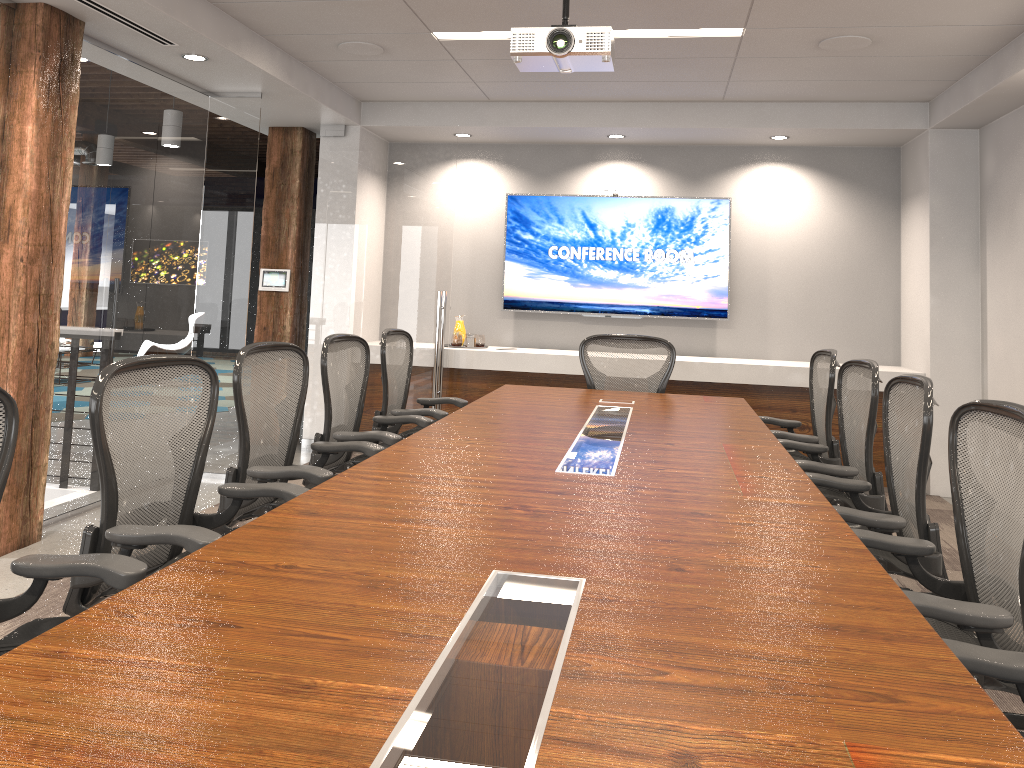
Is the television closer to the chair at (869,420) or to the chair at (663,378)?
the chair at (663,378)

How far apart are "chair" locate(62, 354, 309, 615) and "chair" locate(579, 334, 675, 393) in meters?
2.9 m

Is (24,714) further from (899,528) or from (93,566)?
(899,528)

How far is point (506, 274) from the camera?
7.47m

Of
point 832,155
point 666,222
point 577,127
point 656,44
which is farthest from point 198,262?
point 832,155

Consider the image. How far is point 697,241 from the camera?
7.18m

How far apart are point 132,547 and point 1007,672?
2.0m

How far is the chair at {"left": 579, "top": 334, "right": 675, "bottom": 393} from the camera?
5.37m

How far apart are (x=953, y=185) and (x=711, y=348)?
2.15m

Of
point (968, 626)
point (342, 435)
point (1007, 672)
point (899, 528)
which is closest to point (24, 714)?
point (1007, 672)
